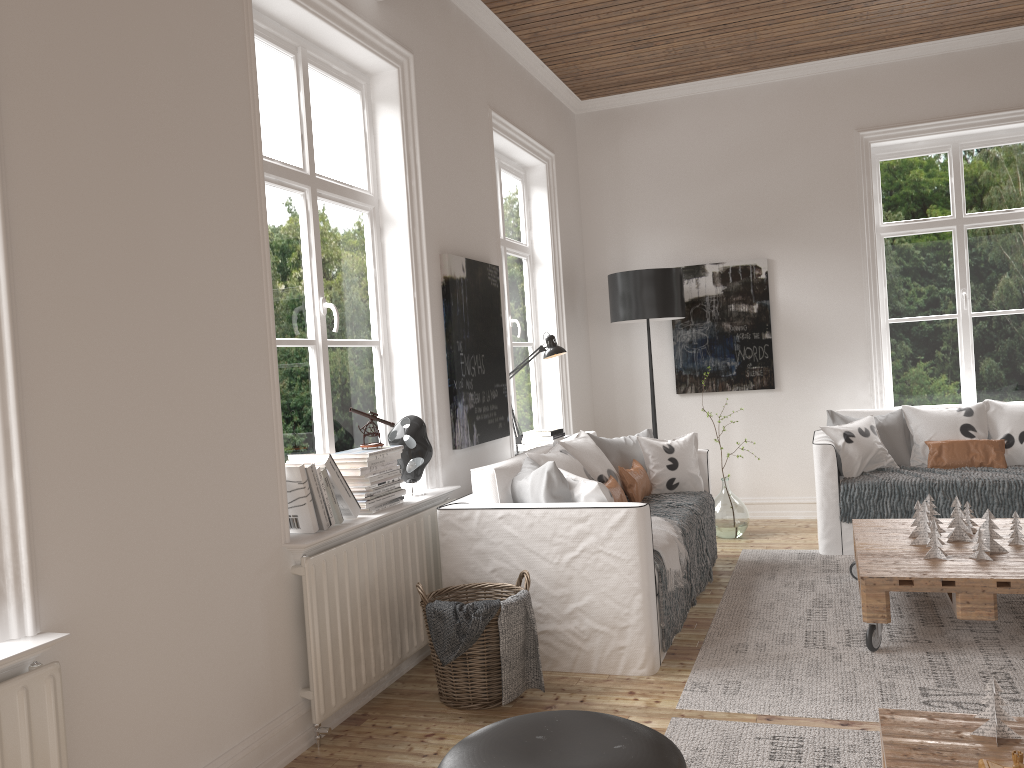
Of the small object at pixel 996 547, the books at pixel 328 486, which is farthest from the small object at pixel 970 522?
the books at pixel 328 486

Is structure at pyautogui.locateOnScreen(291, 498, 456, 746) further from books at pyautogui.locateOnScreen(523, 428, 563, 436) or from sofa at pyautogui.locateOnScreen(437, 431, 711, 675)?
books at pyautogui.locateOnScreen(523, 428, 563, 436)

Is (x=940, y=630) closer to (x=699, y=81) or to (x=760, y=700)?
(x=760, y=700)

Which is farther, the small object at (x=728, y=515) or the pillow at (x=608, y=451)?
the small object at (x=728, y=515)

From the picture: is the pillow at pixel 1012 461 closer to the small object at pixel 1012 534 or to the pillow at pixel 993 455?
the pillow at pixel 993 455

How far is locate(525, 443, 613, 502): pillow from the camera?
3.43m

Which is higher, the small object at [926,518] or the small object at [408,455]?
the small object at [408,455]

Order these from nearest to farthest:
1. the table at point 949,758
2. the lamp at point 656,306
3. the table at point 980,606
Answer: the table at point 949,758
the table at point 980,606
the lamp at point 656,306

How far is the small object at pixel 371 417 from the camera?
3.5 meters

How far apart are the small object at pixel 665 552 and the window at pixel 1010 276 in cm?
290
